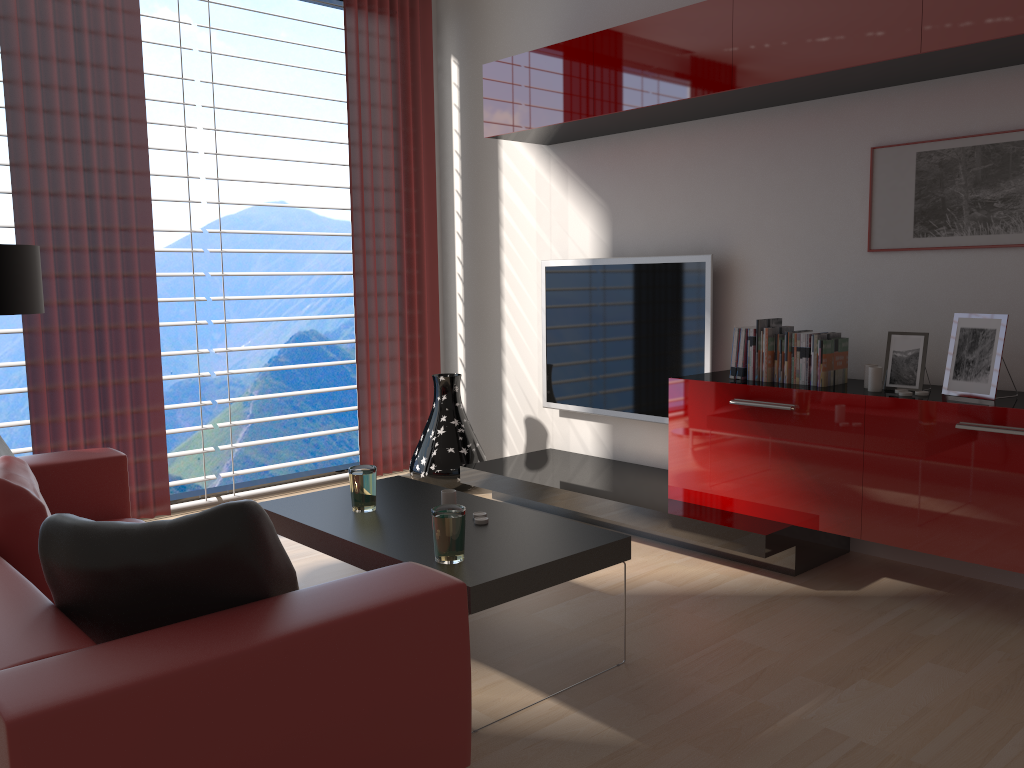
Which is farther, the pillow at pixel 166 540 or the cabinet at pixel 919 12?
the cabinet at pixel 919 12

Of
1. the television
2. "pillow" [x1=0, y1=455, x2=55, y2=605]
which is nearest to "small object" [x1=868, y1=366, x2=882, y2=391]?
the television

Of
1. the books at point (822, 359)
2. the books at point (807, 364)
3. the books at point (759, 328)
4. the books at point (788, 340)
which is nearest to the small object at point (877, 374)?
the books at point (822, 359)

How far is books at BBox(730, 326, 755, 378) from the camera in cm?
538

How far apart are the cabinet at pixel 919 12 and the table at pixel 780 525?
2.5m

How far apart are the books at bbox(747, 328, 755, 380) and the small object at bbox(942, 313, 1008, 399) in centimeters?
109cm

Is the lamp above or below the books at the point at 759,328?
above

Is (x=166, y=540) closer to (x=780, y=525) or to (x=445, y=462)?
(x=780, y=525)

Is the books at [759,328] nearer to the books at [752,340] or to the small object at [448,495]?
the books at [752,340]

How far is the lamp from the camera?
4.7 meters
